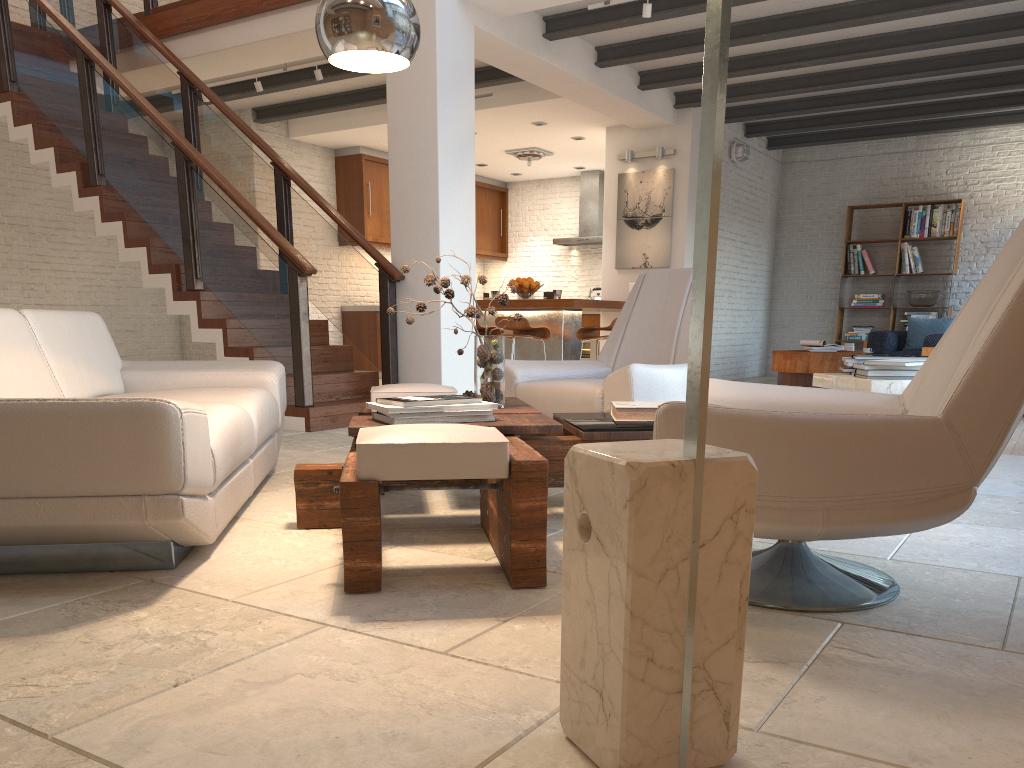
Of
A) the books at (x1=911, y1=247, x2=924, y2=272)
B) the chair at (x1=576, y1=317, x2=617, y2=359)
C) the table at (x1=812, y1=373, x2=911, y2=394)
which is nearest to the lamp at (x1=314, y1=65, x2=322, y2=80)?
the chair at (x1=576, y1=317, x2=617, y2=359)

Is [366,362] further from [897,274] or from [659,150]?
[897,274]

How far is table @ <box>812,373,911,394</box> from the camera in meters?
3.5

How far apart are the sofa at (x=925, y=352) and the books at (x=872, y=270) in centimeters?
115cm

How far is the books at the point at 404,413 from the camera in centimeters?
287cm

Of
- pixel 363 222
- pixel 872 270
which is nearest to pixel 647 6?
pixel 363 222

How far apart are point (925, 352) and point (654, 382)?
4.3 meters

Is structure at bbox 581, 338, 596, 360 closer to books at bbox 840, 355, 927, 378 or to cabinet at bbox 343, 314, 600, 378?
cabinet at bbox 343, 314, 600, 378

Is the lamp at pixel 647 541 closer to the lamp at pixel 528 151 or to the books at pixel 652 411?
the books at pixel 652 411

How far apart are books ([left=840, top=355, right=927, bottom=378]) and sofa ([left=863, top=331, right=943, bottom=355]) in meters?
3.9 m
